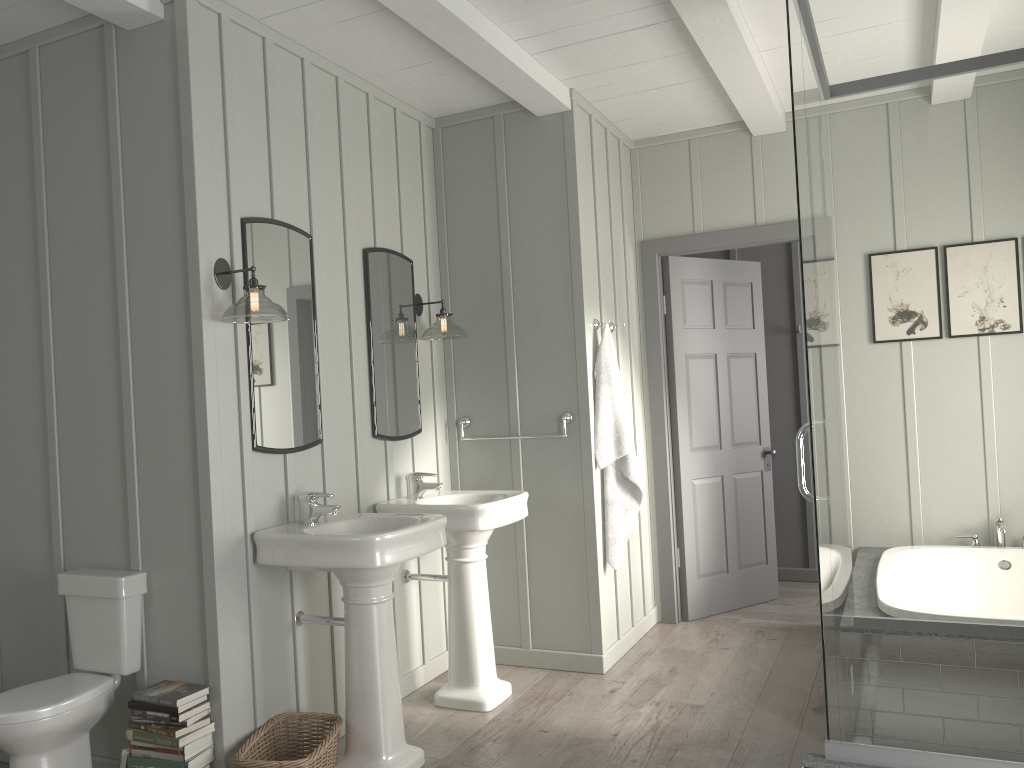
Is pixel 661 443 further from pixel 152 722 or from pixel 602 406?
pixel 152 722

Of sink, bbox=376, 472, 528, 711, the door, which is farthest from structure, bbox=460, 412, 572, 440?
the door

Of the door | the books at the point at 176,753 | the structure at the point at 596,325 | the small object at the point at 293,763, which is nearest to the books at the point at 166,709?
the books at the point at 176,753

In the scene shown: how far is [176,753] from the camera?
2.8 meters

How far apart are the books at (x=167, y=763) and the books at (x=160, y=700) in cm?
19

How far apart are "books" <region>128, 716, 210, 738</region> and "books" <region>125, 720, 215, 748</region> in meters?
0.0

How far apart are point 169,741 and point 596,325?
2.6 meters

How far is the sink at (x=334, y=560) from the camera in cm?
290

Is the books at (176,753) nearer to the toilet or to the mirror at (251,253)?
the toilet

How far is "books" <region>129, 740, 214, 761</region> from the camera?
2.77m
